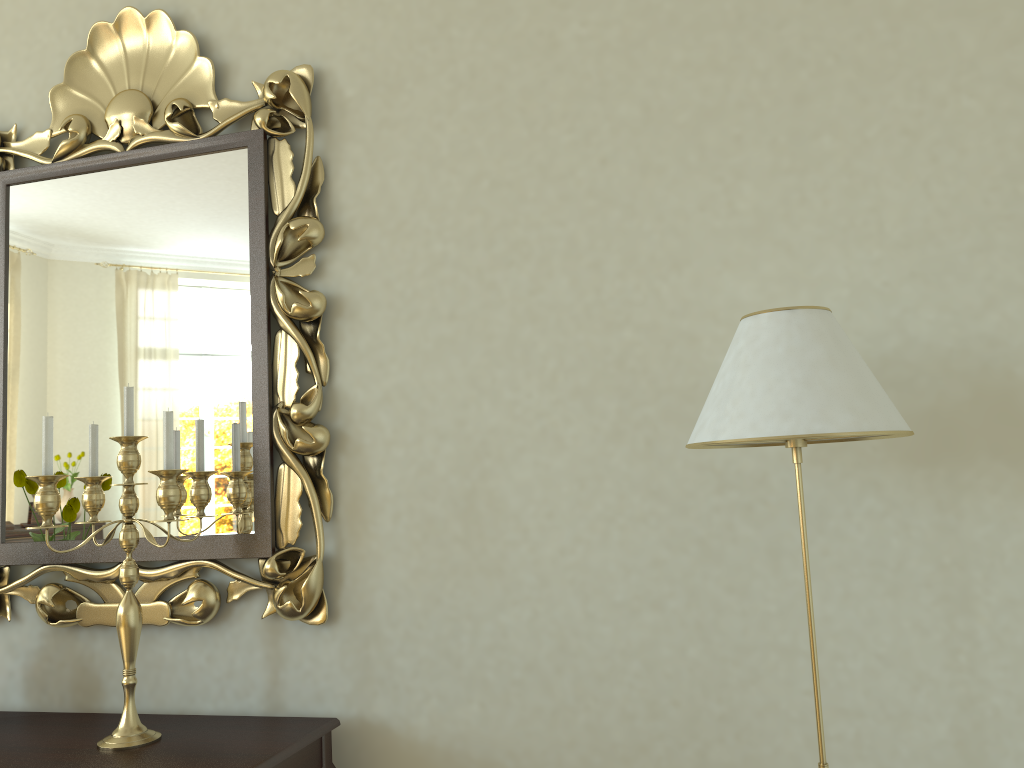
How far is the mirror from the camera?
2.1m

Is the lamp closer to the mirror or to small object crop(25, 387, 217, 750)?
the mirror

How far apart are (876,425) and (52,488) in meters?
1.6 m

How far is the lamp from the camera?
1.39m

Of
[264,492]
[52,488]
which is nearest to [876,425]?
[264,492]

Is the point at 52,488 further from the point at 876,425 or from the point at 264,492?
the point at 876,425

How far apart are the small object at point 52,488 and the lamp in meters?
1.0

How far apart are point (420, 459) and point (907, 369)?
1.07m

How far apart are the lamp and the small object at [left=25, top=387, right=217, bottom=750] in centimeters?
103cm

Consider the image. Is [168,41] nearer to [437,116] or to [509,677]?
[437,116]
